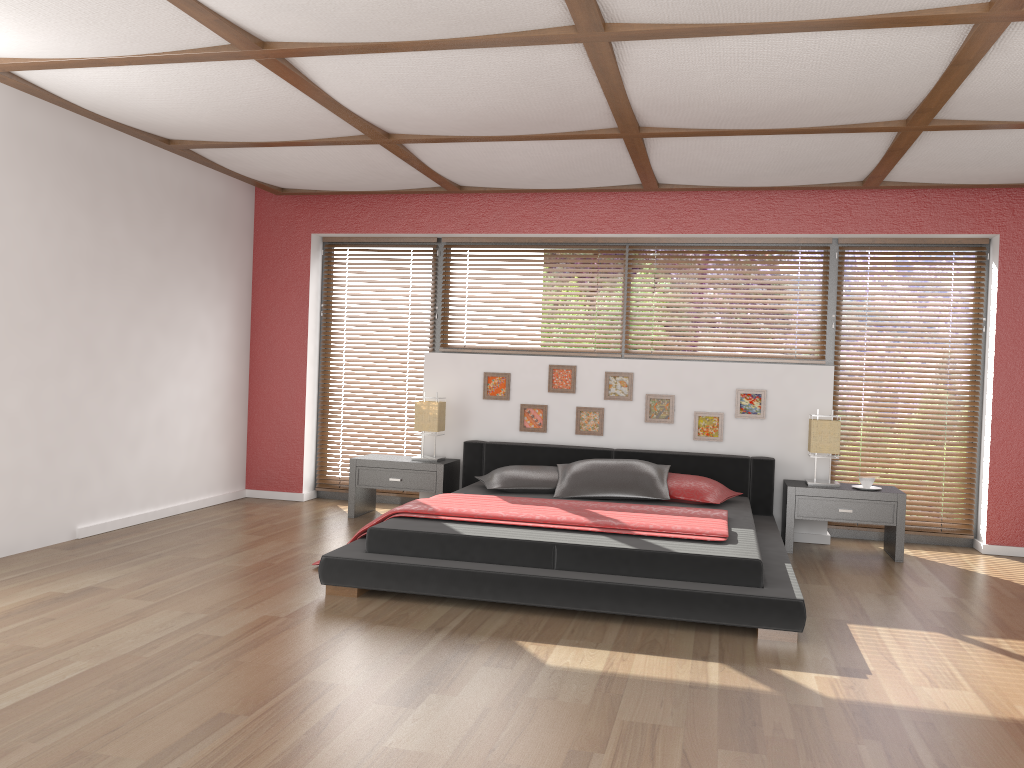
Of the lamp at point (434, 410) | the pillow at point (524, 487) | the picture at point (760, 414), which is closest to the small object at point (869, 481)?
the picture at point (760, 414)

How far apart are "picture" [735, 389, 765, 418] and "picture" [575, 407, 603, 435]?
1.0 meters

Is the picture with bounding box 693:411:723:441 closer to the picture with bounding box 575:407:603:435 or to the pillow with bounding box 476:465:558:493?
the picture with bounding box 575:407:603:435

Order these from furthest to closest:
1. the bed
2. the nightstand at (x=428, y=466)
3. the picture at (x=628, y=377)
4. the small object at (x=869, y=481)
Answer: the picture at (x=628, y=377)
the nightstand at (x=428, y=466)
the small object at (x=869, y=481)
the bed

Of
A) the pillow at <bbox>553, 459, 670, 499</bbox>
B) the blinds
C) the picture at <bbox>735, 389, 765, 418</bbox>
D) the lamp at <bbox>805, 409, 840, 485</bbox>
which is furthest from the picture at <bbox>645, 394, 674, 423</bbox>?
A: the blinds

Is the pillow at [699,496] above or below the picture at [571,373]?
below

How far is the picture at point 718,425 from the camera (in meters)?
6.13

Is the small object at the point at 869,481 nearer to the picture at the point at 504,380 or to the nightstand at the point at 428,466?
the picture at the point at 504,380

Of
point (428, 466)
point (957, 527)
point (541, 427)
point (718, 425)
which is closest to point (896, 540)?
point (957, 527)

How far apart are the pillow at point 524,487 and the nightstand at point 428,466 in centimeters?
41cm
